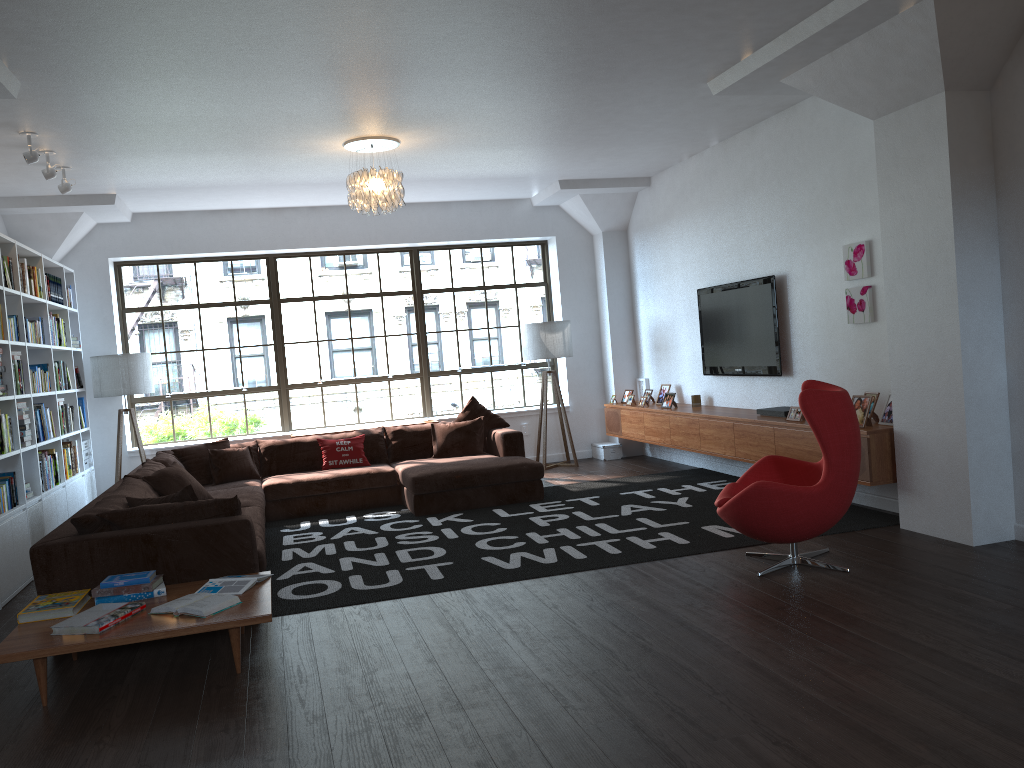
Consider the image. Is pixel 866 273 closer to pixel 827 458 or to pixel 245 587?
pixel 827 458

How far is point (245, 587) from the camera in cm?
426

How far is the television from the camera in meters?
7.2

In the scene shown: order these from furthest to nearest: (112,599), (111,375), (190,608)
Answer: (111,375)
(112,599)
(190,608)

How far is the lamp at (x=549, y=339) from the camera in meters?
9.4

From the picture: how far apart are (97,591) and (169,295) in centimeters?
572cm

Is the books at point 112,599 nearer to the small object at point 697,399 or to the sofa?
the sofa

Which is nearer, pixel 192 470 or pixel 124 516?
pixel 124 516

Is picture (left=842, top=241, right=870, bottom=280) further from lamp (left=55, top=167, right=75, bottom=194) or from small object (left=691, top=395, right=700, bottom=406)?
lamp (left=55, top=167, right=75, bottom=194)

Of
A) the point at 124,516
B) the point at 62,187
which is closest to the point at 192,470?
the point at 62,187
